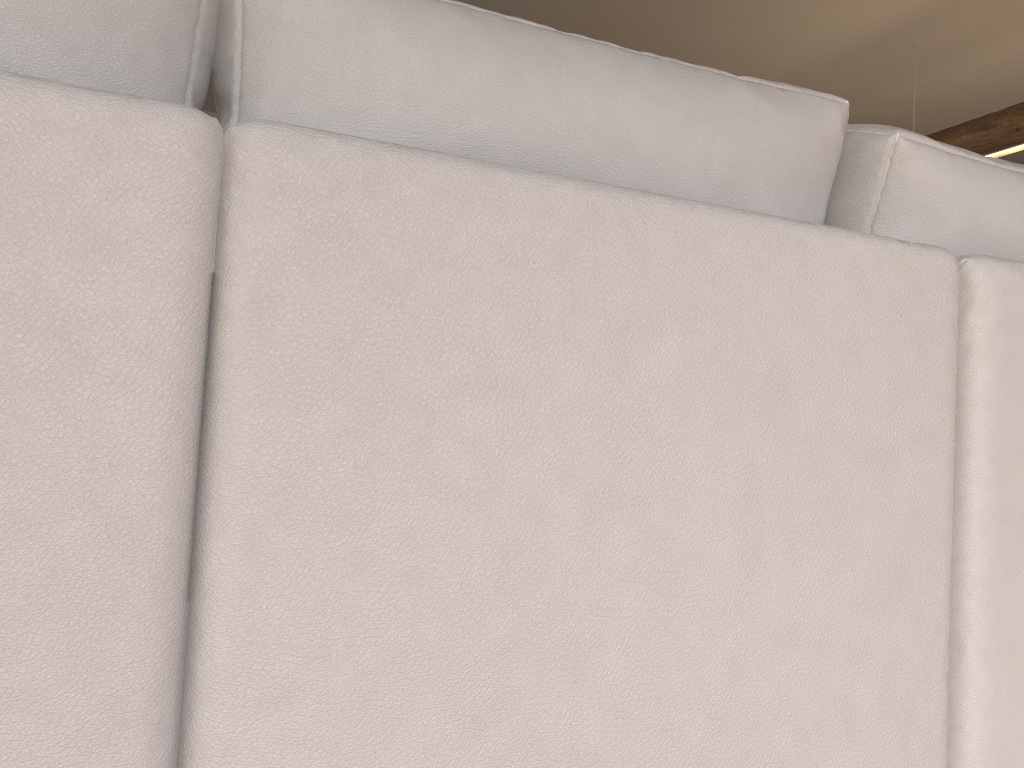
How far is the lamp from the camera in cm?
408

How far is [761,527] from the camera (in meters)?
0.69

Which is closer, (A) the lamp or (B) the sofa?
(B) the sofa

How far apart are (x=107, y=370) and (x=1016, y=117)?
4.56m

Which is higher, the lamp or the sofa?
the lamp

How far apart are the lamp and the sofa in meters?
3.6 m

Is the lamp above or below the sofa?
above

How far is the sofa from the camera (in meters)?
0.51

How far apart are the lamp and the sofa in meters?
3.6
